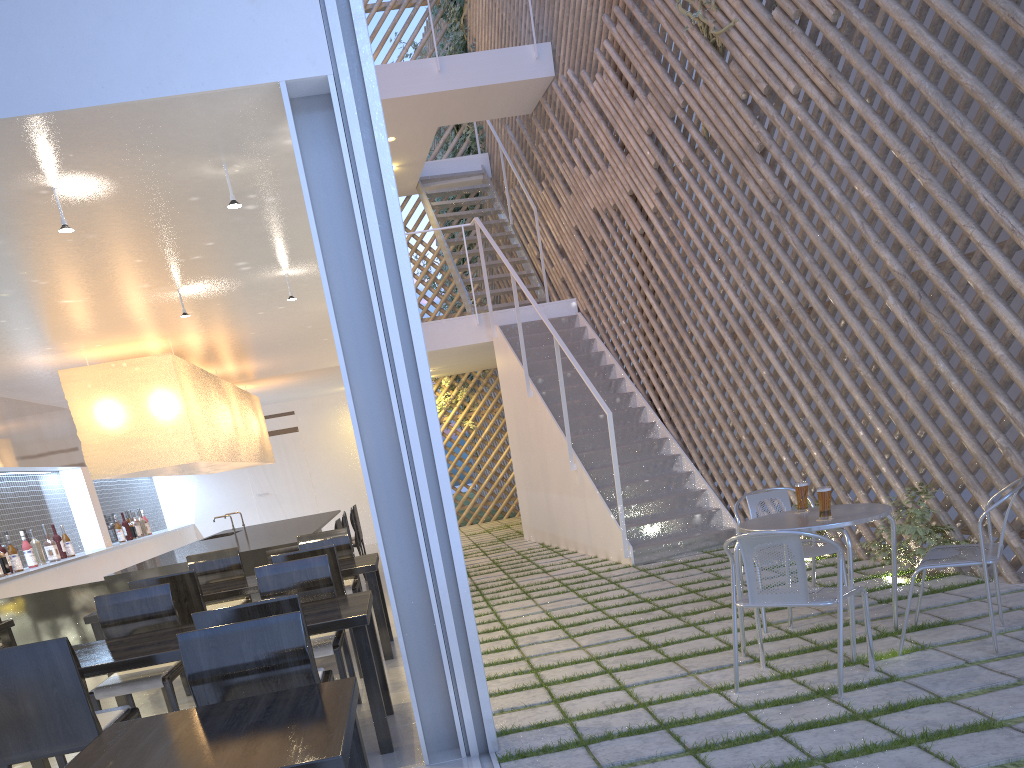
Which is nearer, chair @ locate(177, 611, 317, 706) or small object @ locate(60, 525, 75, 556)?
chair @ locate(177, 611, 317, 706)

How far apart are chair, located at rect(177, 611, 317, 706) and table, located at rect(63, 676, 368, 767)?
0.11m

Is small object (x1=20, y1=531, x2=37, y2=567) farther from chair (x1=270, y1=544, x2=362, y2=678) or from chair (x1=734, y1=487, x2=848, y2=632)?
chair (x1=734, y1=487, x2=848, y2=632)

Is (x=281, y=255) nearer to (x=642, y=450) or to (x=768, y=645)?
(x=768, y=645)

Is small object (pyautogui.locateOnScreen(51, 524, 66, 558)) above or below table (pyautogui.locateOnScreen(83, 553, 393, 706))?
above

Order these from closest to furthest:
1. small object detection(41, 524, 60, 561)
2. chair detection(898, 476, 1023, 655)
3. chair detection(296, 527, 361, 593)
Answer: chair detection(898, 476, 1023, 655), chair detection(296, 527, 361, 593), small object detection(41, 524, 60, 561)

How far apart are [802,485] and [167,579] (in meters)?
1.78

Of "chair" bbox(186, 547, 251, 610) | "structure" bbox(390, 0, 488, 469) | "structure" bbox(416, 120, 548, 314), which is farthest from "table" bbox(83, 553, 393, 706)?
"structure" bbox(390, 0, 488, 469)

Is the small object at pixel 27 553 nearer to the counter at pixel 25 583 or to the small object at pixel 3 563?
the counter at pixel 25 583

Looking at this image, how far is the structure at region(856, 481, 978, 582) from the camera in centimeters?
247cm
